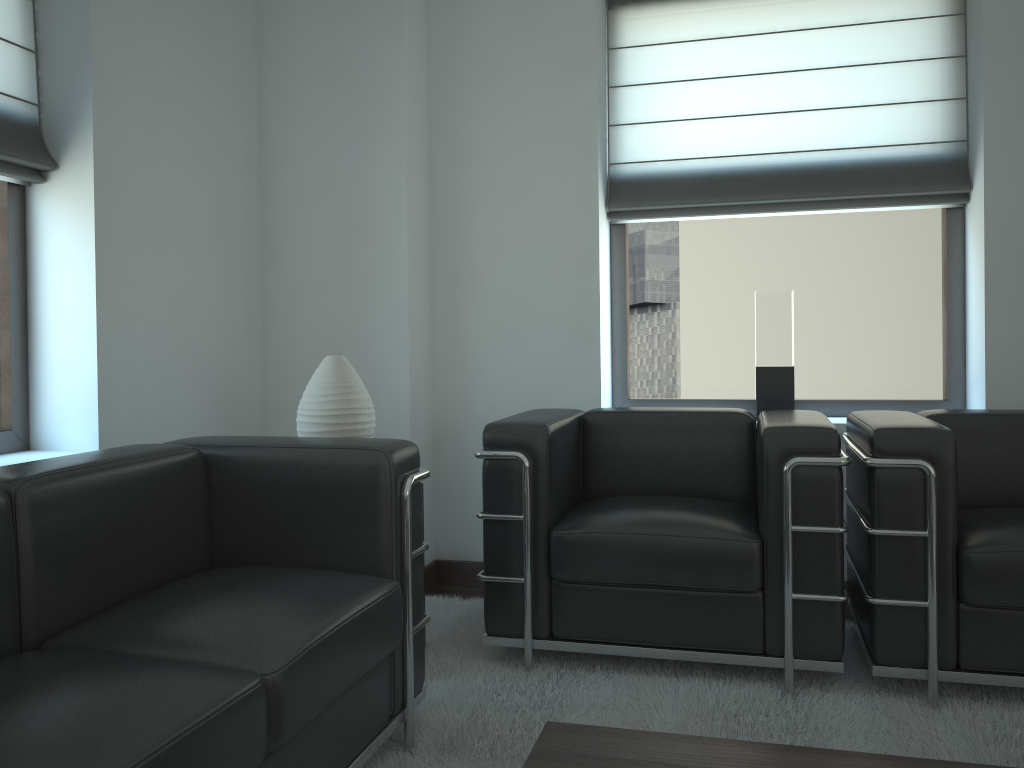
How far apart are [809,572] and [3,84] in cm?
414

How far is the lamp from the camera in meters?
4.1

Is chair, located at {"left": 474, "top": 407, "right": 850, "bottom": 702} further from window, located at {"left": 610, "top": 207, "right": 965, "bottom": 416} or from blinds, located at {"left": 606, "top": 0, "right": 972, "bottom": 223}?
blinds, located at {"left": 606, "top": 0, "right": 972, "bottom": 223}

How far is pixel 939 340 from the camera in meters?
5.4 m

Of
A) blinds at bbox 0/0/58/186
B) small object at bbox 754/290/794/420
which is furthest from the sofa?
small object at bbox 754/290/794/420

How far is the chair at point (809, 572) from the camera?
3.7m

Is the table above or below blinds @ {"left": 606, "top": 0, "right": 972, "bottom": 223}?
below

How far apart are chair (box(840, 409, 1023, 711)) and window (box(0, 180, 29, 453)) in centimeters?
381cm

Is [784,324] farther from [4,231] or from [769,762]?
[4,231]

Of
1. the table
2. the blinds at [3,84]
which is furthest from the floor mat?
the blinds at [3,84]
